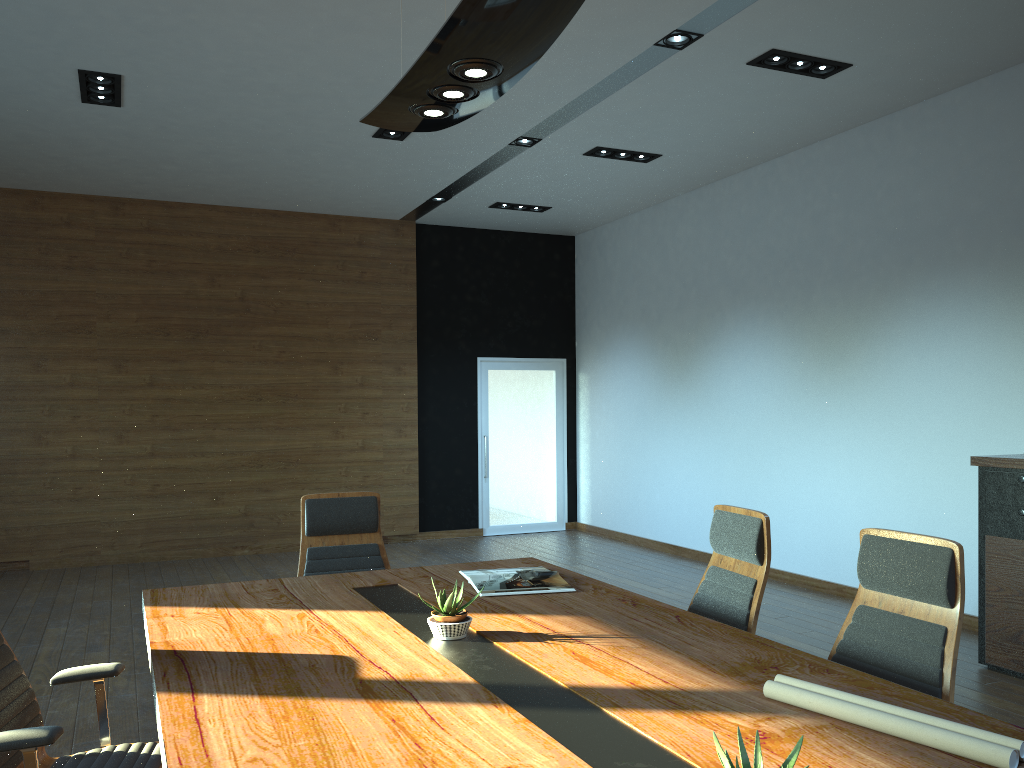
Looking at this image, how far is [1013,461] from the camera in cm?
491

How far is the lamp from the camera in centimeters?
237cm

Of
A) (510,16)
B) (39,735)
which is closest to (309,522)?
(39,735)

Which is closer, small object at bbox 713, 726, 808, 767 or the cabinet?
small object at bbox 713, 726, 808, 767

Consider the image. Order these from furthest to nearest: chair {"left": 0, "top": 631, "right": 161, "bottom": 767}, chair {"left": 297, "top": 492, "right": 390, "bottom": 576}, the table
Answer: chair {"left": 297, "top": 492, "right": 390, "bottom": 576} < chair {"left": 0, "top": 631, "right": 161, "bottom": 767} < the table

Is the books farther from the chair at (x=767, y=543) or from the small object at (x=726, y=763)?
the small object at (x=726, y=763)

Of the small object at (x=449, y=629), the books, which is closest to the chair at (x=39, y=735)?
the small object at (x=449, y=629)

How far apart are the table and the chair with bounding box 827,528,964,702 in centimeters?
37cm

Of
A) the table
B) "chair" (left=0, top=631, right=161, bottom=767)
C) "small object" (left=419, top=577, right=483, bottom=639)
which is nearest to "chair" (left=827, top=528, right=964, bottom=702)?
the table

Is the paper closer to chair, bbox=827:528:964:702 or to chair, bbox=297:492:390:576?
chair, bbox=827:528:964:702
